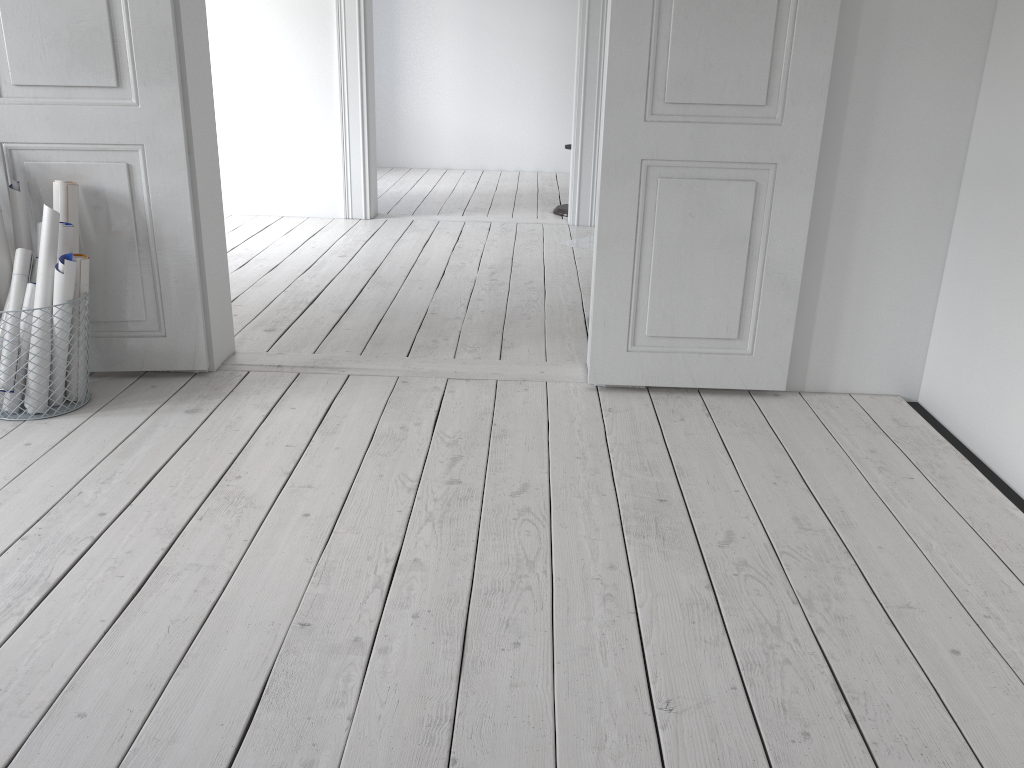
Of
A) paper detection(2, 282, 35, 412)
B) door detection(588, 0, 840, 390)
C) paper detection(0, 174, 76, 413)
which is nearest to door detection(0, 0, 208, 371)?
paper detection(0, 174, 76, 413)

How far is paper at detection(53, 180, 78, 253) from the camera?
2.69m

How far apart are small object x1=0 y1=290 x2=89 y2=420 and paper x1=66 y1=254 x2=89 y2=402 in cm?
34

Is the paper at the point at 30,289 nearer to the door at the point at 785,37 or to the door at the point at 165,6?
the door at the point at 165,6

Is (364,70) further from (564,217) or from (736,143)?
(736,143)

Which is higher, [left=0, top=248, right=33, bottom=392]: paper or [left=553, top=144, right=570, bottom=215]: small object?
[left=0, top=248, right=33, bottom=392]: paper

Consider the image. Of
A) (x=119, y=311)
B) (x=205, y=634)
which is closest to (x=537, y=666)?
(x=205, y=634)

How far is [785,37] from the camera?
2.61m

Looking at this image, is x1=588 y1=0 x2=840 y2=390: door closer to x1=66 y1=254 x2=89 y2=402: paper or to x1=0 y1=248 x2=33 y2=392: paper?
Result: x1=66 y1=254 x2=89 y2=402: paper

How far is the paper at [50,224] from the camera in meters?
2.6
